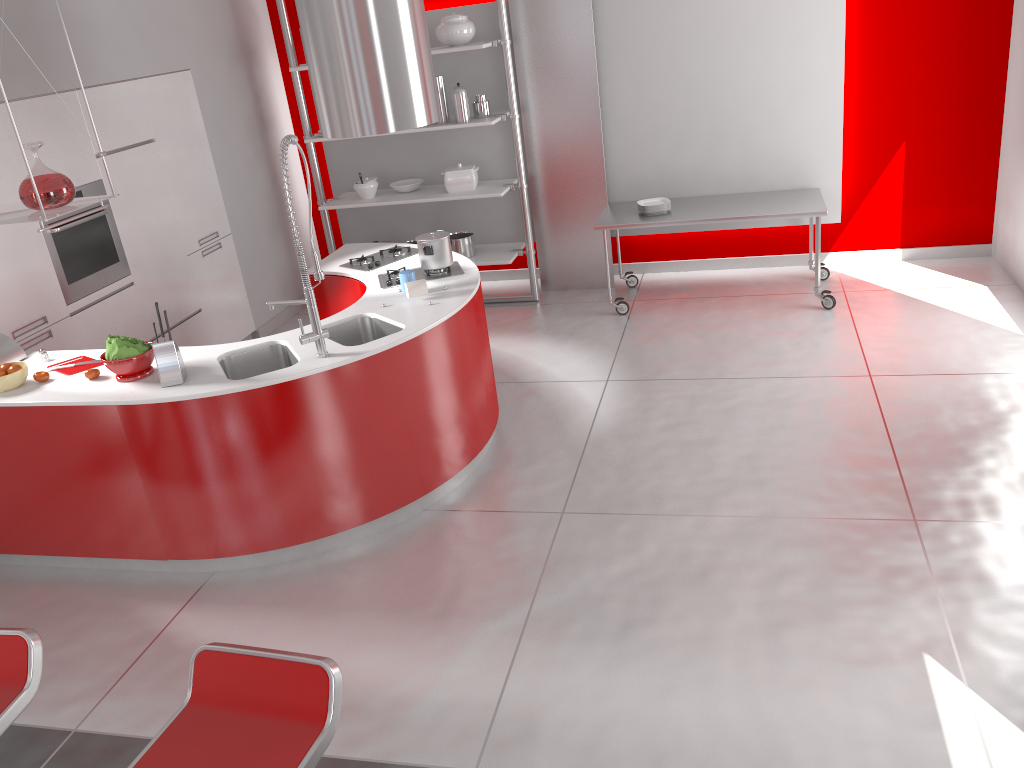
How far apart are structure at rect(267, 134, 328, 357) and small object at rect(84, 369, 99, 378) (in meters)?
0.86

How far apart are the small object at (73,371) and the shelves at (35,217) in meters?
0.7 m

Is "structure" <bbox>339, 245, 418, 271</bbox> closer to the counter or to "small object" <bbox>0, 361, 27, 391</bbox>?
the counter

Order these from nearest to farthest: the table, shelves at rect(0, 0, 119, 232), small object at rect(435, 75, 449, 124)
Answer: shelves at rect(0, 0, 119, 232), the table, small object at rect(435, 75, 449, 124)

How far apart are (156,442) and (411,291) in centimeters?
138cm

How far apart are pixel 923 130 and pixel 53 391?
5.92m

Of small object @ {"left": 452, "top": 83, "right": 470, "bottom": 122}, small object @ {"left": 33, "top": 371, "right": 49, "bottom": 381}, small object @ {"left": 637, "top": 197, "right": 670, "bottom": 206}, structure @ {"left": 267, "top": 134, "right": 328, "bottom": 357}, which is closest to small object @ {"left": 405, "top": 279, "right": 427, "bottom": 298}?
structure @ {"left": 267, "top": 134, "right": 328, "bottom": 357}

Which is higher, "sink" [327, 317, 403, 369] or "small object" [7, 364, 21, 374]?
"small object" [7, 364, 21, 374]

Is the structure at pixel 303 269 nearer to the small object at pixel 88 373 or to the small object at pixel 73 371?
the small object at pixel 88 373

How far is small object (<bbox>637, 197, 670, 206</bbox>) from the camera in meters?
6.4
